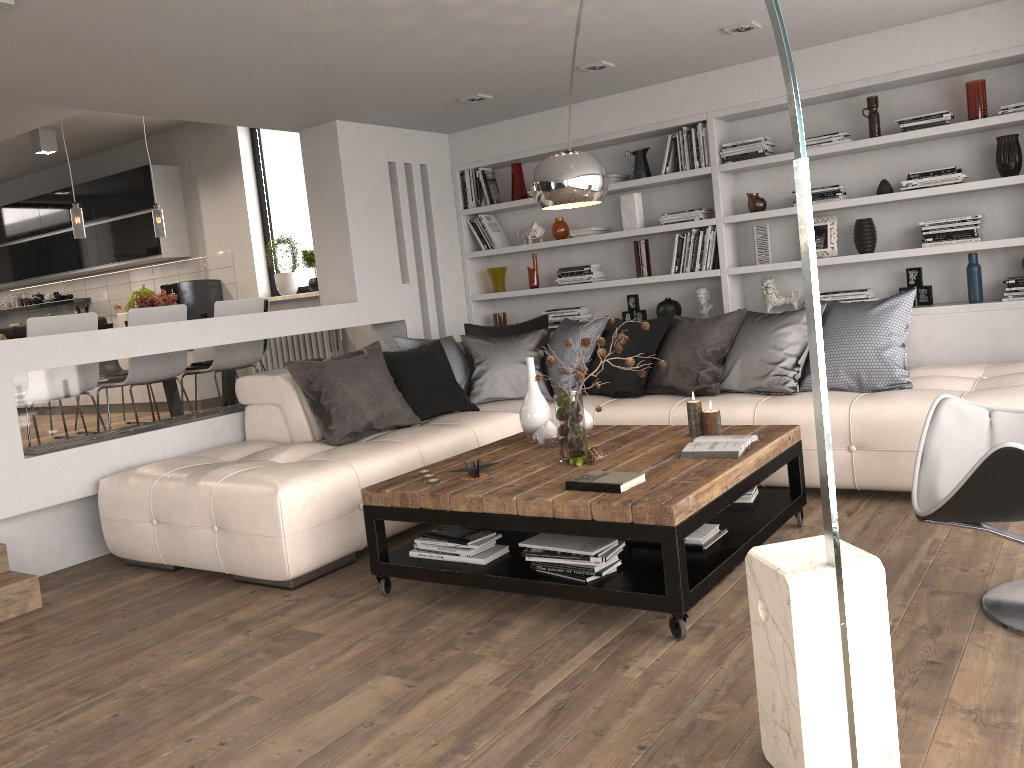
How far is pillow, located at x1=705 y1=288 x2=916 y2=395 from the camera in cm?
444

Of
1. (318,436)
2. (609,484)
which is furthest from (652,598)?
(318,436)

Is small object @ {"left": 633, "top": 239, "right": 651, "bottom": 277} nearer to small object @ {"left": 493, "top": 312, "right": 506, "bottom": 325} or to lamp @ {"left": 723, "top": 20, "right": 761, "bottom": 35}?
small object @ {"left": 493, "top": 312, "right": 506, "bottom": 325}

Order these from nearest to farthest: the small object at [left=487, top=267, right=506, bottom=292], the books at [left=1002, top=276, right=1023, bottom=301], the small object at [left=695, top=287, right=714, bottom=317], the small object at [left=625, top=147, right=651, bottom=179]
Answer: the books at [left=1002, top=276, right=1023, bottom=301]
the small object at [left=695, top=287, right=714, bottom=317]
the small object at [left=625, top=147, right=651, bottom=179]
the small object at [left=487, top=267, right=506, bottom=292]

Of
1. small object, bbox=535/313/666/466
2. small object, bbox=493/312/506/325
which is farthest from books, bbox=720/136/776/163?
small object, bbox=535/313/666/466

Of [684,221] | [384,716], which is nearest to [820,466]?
[384,716]

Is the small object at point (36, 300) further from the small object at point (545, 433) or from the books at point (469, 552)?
the books at point (469, 552)

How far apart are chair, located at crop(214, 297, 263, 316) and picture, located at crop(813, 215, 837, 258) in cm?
391

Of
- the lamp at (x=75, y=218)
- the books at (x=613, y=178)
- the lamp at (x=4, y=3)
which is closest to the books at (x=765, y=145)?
the books at (x=613, y=178)

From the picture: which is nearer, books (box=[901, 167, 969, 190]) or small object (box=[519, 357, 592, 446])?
small object (box=[519, 357, 592, 446])
